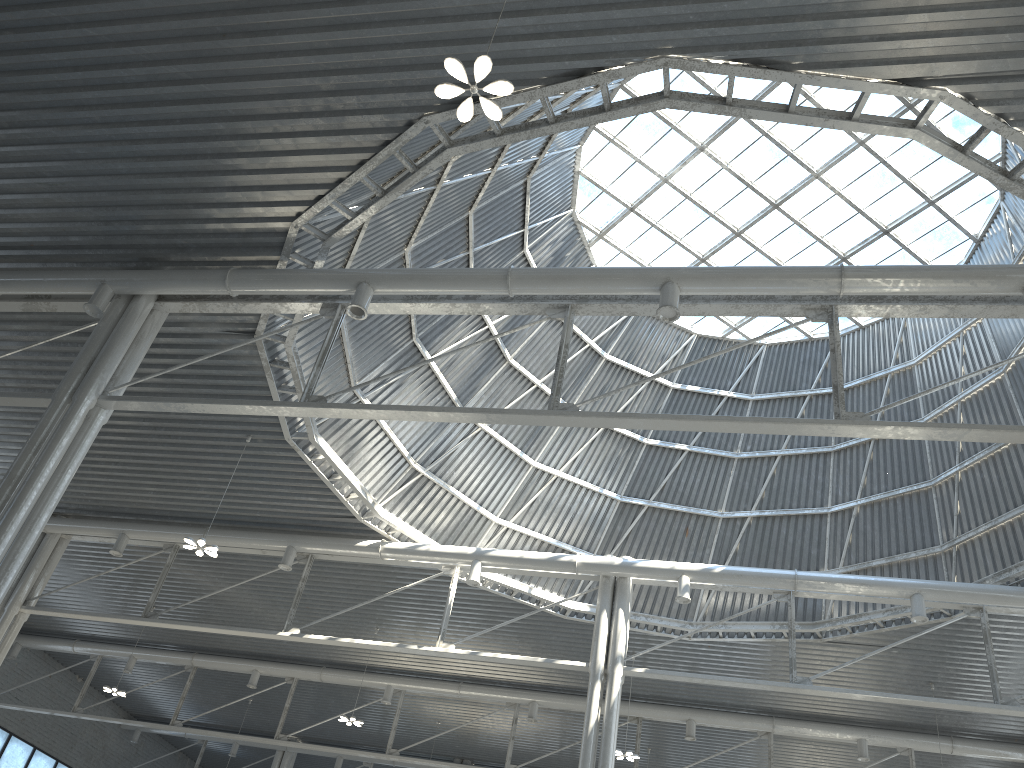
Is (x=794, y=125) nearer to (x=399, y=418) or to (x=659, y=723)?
(x=399, y=418)
